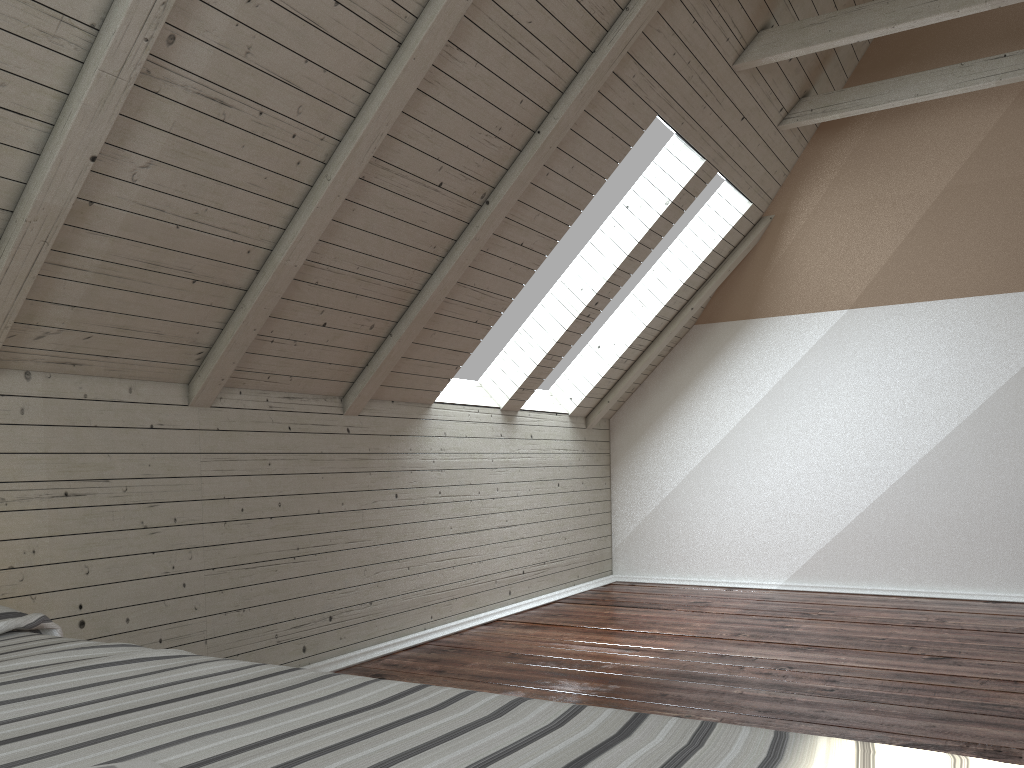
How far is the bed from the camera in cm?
49

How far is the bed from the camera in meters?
0.5

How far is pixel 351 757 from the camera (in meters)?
0.49
